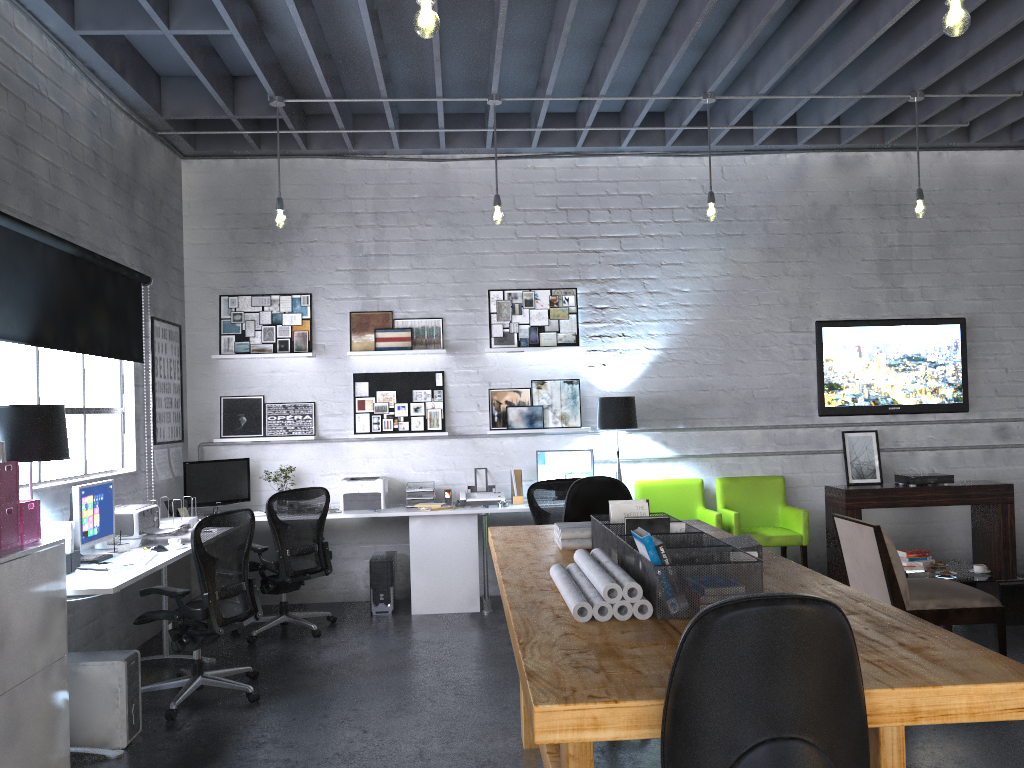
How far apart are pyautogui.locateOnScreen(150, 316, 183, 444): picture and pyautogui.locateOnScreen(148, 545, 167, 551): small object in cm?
160

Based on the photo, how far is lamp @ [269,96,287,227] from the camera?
5.9 meters

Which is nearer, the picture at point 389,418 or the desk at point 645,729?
the desk at point 645,729

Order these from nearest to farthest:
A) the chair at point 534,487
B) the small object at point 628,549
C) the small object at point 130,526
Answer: the small object at point 628,549 < the small object at point 130,526 < the chair at point 534,487

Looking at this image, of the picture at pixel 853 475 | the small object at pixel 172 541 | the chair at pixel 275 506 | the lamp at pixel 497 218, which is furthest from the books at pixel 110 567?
the picture at pixel 853 475

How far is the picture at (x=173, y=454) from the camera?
6.84m

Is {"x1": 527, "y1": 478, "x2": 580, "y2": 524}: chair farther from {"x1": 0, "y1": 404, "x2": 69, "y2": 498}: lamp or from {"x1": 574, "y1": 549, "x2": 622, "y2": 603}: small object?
{"x1": 574, "y1": 549, "x2": 622, "y2": 603}: small object

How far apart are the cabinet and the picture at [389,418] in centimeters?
345cm

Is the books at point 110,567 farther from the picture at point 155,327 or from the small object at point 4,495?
the picture at point 155,327

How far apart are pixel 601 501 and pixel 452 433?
2.8m
